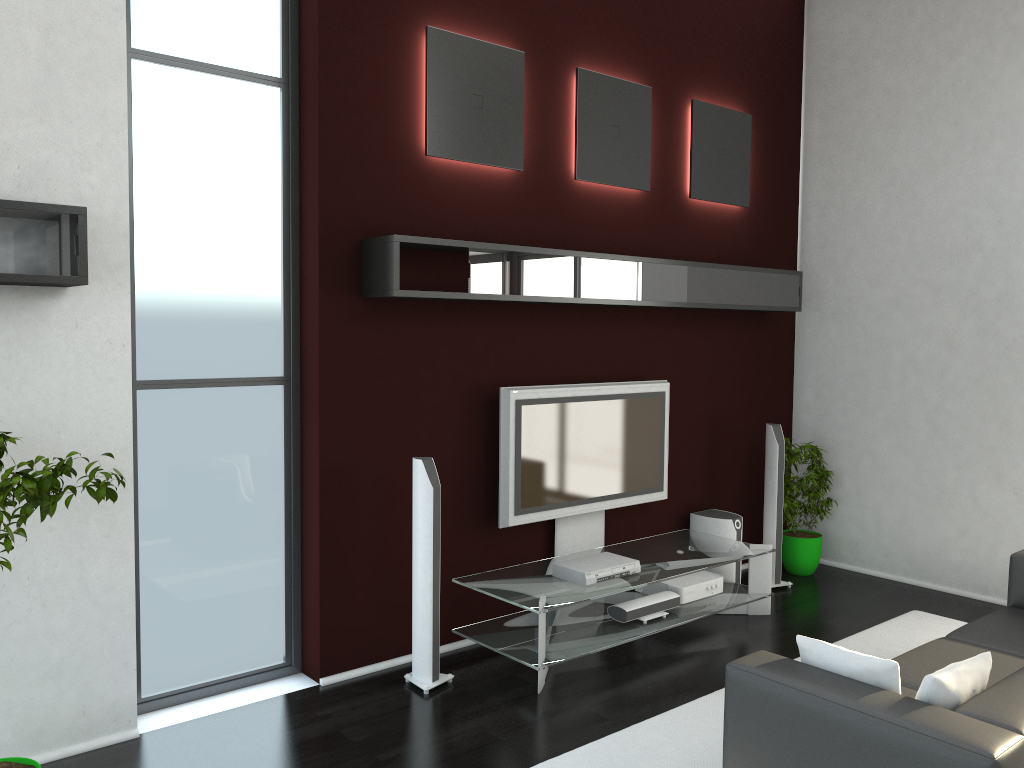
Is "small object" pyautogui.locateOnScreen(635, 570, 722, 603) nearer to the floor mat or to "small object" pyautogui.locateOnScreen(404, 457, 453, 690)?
the floor mat

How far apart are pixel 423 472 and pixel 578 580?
1.1 meters

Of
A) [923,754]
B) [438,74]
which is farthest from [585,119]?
[923,754]

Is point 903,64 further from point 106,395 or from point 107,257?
point 106,395

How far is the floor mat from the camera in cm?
376

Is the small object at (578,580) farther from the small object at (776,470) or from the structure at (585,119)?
the structure at (585,119)

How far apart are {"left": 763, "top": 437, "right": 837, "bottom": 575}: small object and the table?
0.8 meters

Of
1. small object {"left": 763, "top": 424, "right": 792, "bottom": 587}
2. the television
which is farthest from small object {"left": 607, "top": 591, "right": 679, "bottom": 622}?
small object {"left": 763, "top": 424, "right": 792, "bottom": 587}

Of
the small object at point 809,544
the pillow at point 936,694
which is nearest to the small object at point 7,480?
the pillow at point 936,694

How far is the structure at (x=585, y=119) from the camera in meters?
5.5 m
